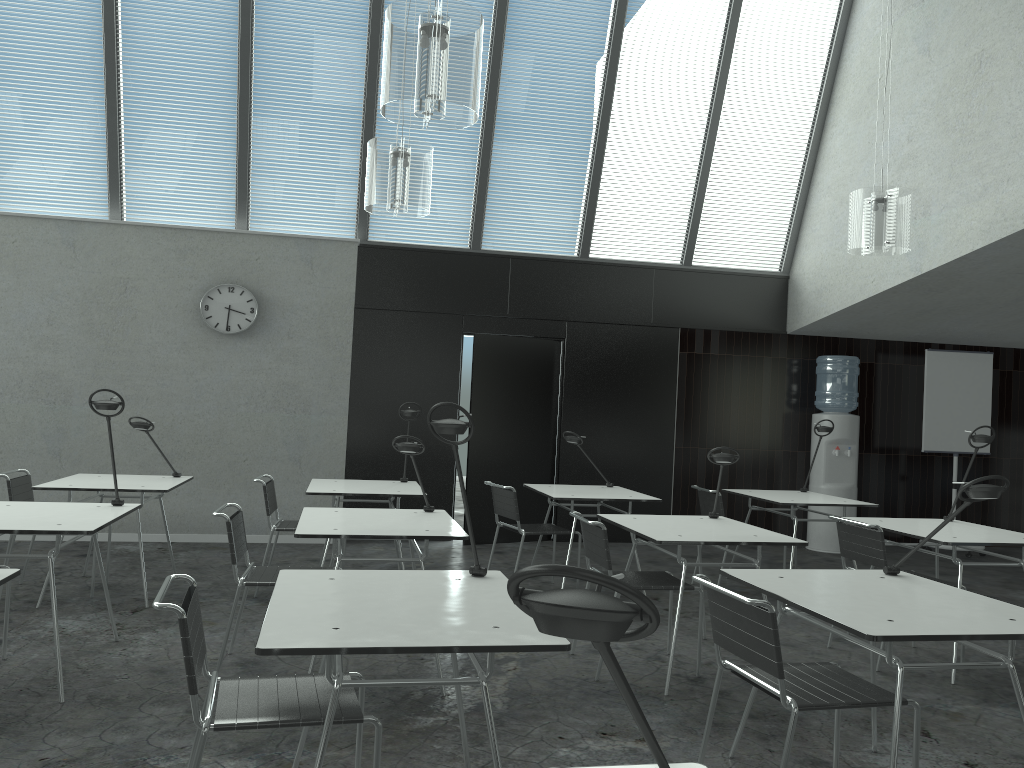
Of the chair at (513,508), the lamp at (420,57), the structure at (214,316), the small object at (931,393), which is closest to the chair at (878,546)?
the chair at (513,508)

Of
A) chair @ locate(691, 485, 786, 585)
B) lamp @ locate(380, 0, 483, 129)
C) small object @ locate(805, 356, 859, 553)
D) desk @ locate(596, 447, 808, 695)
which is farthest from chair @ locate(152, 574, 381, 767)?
small object @ locate(805, 356, 859, 553)

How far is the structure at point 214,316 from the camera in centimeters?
709cm

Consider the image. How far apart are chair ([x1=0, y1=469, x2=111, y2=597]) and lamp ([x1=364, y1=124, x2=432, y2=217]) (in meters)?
2.53

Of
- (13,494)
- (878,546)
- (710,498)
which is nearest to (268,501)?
(13,494)

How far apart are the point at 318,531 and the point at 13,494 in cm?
246

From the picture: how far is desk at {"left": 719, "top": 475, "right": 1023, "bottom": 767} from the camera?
2.3m

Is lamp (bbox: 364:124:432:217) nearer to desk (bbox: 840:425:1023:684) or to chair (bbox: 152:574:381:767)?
chair (bbox: 152:574:381:767)

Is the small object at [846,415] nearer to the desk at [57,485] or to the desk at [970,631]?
the desk at [970,631]

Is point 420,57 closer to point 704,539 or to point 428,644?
point 428,644
